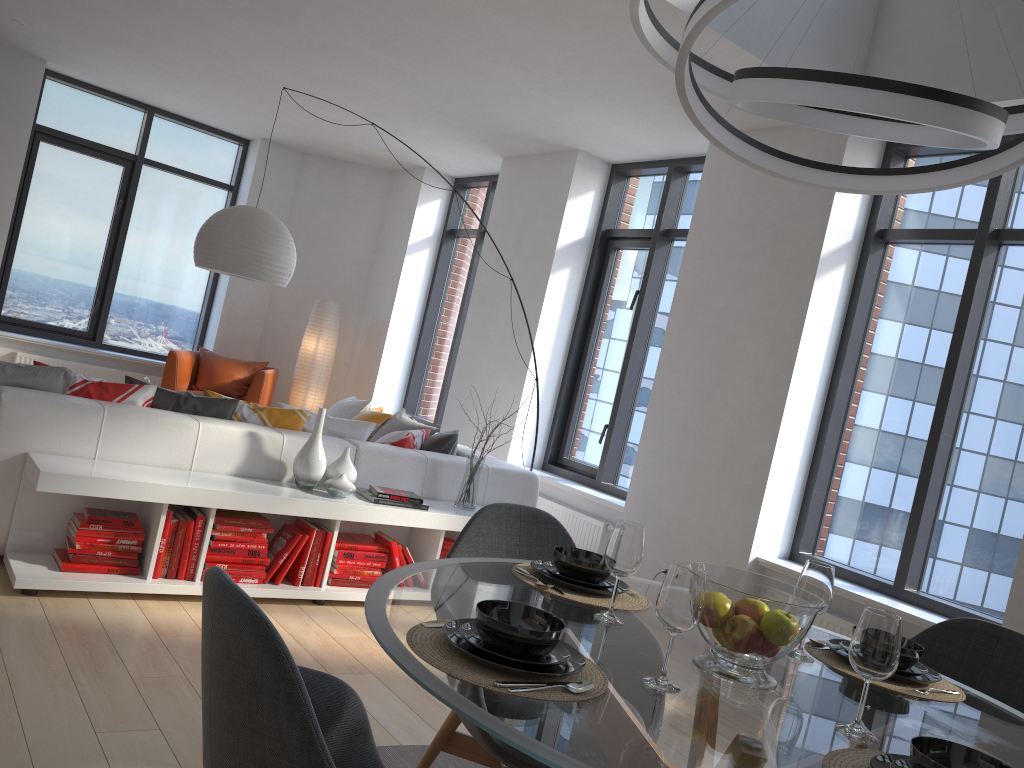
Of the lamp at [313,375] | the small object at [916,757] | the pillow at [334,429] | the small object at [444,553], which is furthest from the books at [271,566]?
the lamp at [313,375]

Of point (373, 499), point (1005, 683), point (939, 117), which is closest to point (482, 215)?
point (373, 499)

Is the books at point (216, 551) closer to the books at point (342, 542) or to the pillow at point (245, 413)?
the books at point (342, 542)

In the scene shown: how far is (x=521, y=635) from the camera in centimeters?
147cm

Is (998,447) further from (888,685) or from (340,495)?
(340,495)

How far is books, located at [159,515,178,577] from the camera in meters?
3.8 m

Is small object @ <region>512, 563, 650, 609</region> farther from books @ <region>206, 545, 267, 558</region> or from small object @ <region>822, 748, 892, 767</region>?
books @ <region>206, 545, 267, 558</region>

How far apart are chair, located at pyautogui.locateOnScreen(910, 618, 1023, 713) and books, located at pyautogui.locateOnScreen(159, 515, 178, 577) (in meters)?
2.87

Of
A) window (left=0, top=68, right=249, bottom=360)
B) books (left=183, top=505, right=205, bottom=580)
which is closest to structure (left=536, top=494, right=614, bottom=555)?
books (left=183, top=505, right=205, bottom=580)

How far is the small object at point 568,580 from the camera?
2.17m
